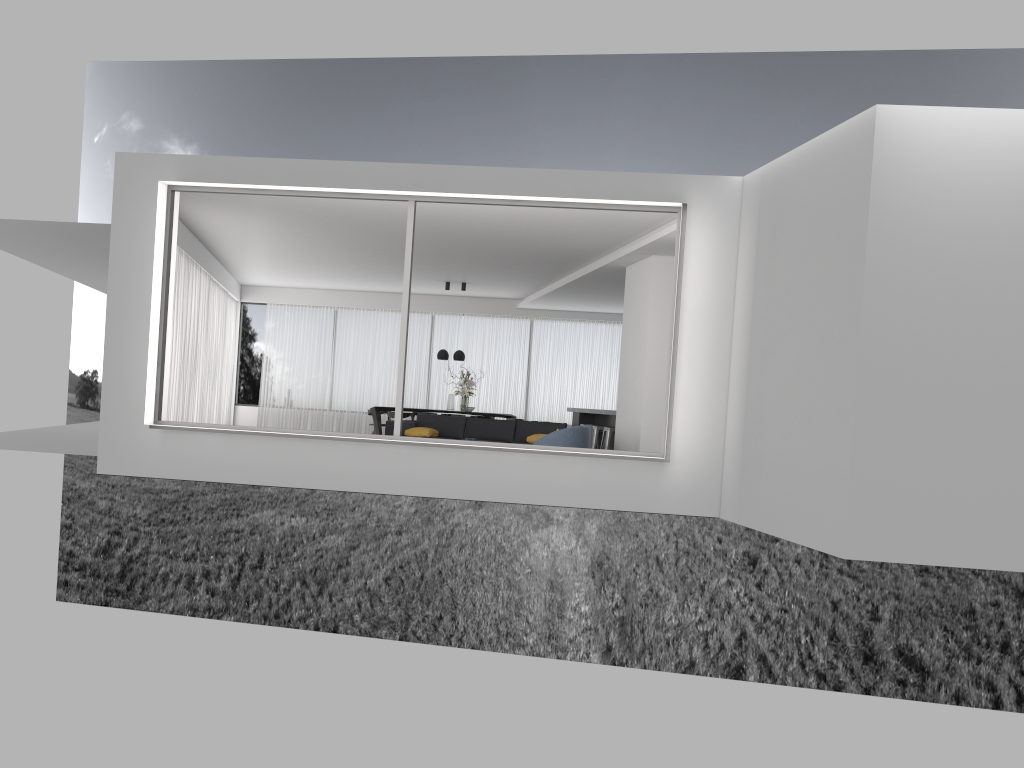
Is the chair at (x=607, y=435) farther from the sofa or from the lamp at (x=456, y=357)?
the lamp at (x=456, y=357)

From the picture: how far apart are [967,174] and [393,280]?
12.85m

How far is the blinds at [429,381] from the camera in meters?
19.3

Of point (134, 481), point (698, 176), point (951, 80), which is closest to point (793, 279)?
point (698, 176)

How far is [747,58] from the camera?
31.3m

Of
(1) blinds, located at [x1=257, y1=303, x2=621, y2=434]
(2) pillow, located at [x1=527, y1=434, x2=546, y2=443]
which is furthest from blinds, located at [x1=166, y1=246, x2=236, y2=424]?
(2) pillow, located at [x1=527, y1=434, x2=546, y2=443]

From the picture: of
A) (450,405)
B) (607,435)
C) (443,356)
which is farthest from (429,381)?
(607,435)

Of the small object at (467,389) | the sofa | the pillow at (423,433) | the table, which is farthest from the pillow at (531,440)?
the table

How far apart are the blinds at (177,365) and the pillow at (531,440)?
5.2m

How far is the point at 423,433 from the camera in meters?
12.8 m
